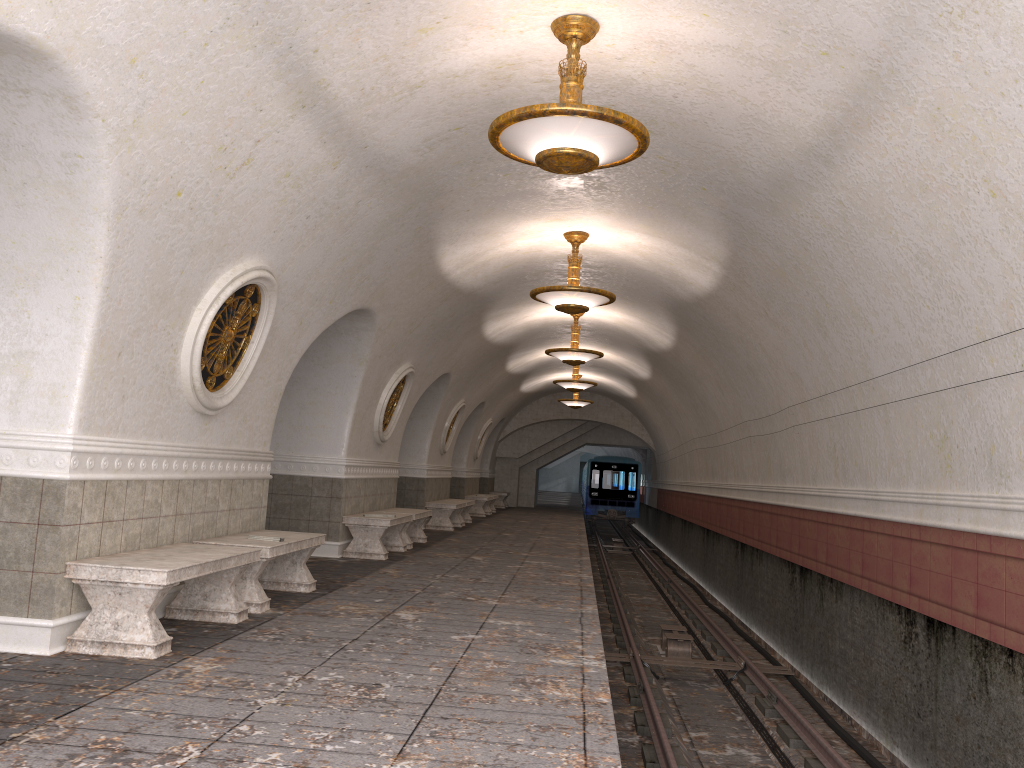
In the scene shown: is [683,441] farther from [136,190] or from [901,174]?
[136,190]

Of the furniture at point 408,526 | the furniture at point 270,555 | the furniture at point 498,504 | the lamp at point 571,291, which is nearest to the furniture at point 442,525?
→ the furniture at point 408,526

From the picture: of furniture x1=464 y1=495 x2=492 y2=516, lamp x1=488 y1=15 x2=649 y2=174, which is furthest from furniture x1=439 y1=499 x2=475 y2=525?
lamp x1=488 y1=15 x2=649 y2=174

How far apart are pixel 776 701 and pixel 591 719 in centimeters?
516cm

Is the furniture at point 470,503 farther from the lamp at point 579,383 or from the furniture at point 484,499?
the lamp at point 579,383

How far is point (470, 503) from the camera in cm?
1923

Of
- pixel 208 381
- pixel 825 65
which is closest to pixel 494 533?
pixel 208 381

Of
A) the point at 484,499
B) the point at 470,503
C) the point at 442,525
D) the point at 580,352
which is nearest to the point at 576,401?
the point at 484,499

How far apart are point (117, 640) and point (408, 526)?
7.7 meters

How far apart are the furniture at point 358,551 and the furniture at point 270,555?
2.9 meters
